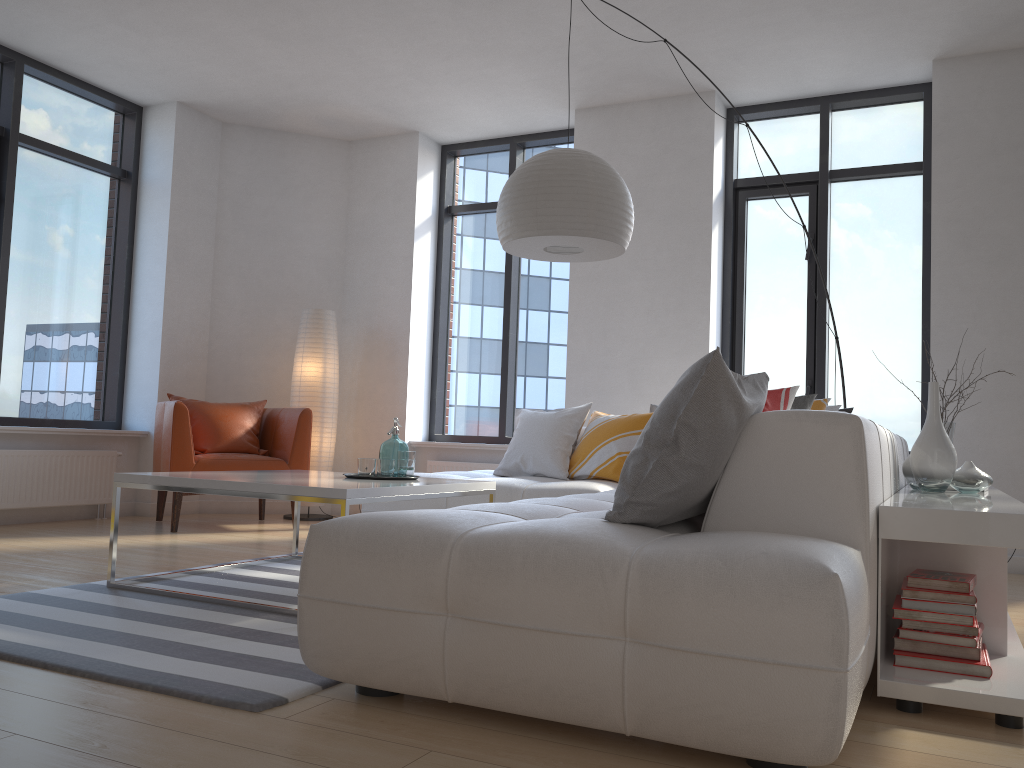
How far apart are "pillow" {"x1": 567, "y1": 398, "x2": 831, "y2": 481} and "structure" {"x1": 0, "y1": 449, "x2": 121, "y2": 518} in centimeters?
325cm

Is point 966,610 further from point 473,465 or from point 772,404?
point 473,465

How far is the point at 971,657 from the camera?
2.26m

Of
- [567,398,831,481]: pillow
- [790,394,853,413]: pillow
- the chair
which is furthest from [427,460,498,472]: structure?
[790,394,853,413]: pillow

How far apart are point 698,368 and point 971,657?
1.1m

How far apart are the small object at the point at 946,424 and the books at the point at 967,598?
1.9m

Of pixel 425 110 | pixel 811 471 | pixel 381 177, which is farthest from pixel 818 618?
pixel 381 177

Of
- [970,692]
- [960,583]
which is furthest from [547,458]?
[970,692]

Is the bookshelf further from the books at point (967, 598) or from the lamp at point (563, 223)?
the lamp at point (563, 223)

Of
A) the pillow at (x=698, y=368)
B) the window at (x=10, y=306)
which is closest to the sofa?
the pillow at (x=698, y=368)
